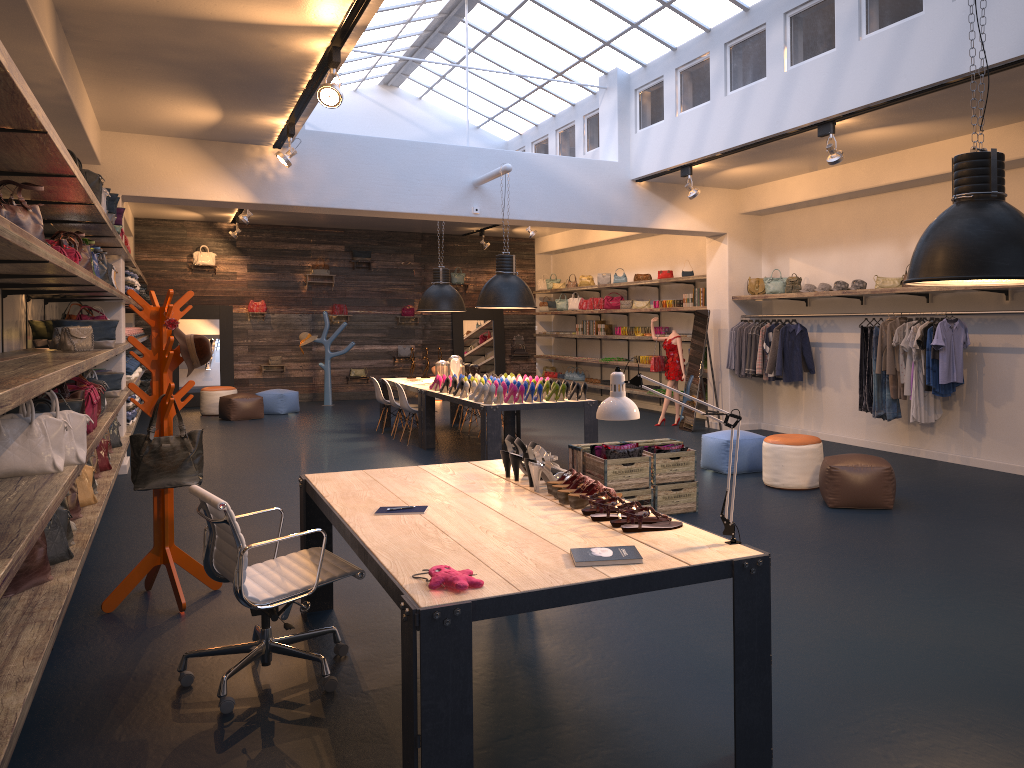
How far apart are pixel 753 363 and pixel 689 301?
2.27m

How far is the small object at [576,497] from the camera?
3.8 meters

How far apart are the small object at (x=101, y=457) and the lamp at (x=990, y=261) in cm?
631

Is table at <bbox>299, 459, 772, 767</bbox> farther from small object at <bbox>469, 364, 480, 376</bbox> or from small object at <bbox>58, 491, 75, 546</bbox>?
small object at <bbox>469, 364, 480, 376</bbox>

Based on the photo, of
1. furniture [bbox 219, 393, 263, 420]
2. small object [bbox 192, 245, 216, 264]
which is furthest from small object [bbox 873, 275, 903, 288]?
small object [bbox 192, 245, 216, 264]

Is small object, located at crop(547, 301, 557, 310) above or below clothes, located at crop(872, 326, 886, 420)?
→ above

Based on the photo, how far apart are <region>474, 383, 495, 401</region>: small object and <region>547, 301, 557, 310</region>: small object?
9.9m

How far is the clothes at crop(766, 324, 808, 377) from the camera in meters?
11.2 m

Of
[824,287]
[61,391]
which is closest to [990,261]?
[61,391]

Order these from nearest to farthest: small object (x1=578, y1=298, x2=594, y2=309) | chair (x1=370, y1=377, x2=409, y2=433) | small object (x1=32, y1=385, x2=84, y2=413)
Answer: small object (x1=32, y1=385, x2=84, y2=413), chair (x1=370, y1=377, x2=409, y2=433), small object (x1=578, y1=298, x2=594, y2=309)
